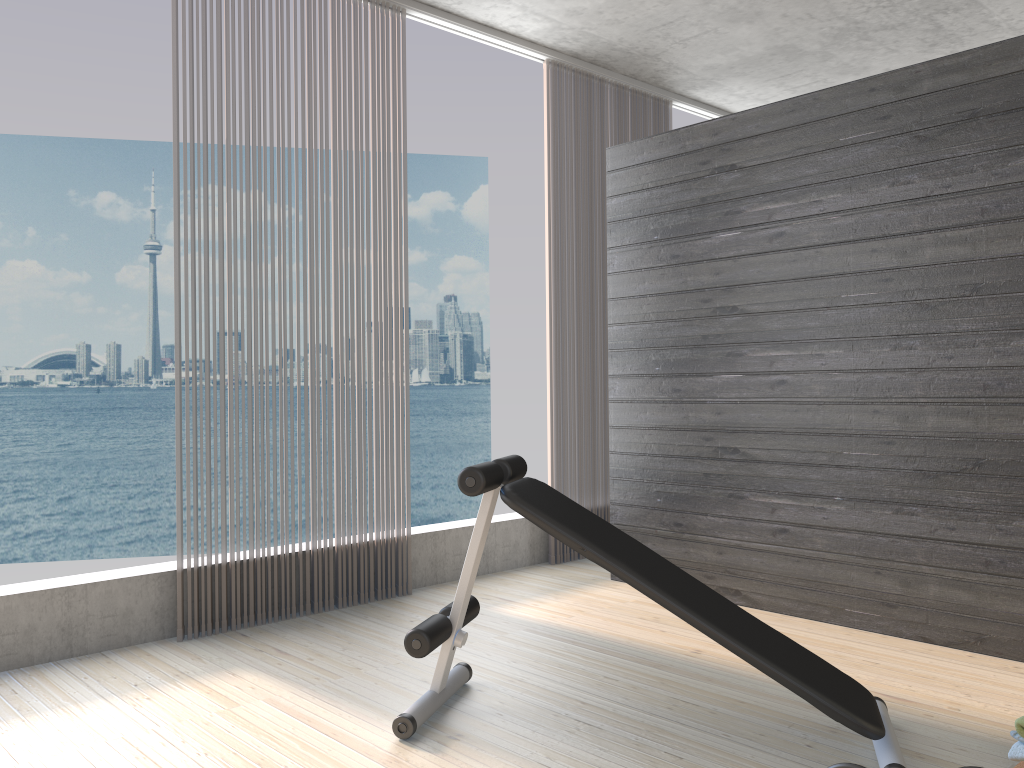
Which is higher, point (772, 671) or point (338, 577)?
point (772, 671)

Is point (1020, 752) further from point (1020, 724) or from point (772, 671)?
point (772, 671)

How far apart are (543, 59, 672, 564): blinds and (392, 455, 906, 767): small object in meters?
1.9

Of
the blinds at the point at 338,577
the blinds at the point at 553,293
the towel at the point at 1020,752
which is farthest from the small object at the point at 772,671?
the blinds at the point at 553,293

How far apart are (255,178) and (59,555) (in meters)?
31.48

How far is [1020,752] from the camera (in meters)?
2.14

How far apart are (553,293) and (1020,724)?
3.14m

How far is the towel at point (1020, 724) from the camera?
2.1m

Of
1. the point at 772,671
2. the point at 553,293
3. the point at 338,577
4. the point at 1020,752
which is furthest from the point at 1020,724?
the point at 553,293

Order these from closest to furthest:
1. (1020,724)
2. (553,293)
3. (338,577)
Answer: (1020,724), (338,577), (553,293)
